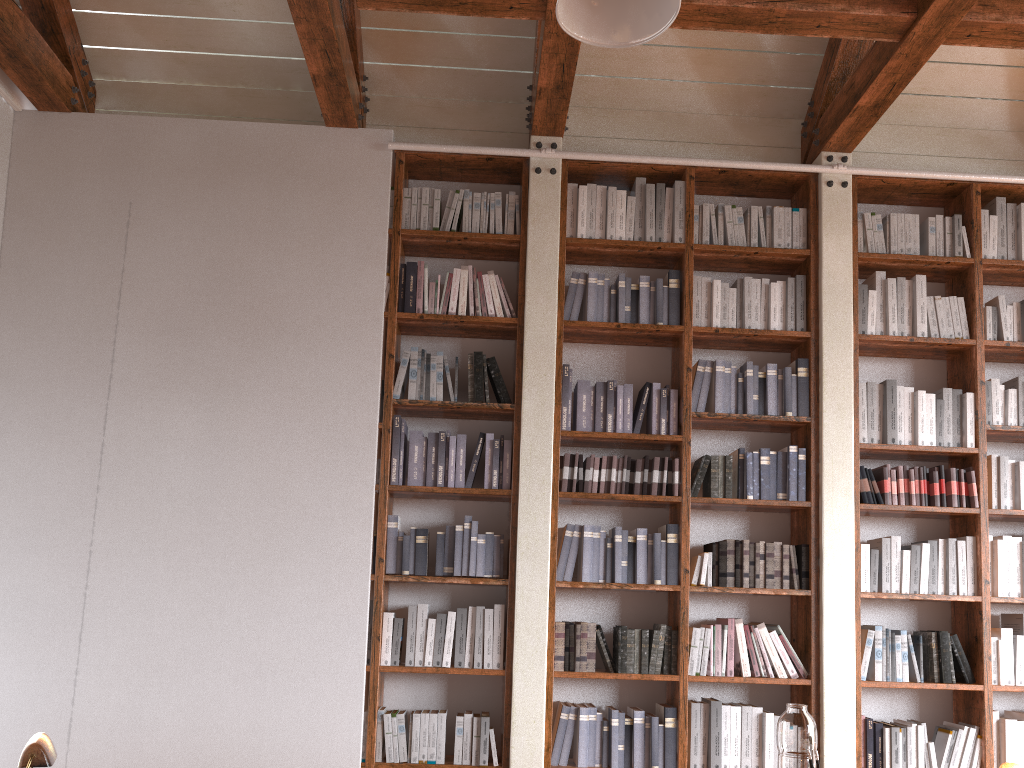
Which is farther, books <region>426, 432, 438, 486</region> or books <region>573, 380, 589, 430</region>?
books <region>573, 380, 589, 430</region>

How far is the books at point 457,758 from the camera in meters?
4.0

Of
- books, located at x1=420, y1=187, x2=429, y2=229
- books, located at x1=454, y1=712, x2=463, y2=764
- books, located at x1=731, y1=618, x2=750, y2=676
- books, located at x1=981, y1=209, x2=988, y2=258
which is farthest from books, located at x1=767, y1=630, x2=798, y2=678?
books, located at x1=420, y1=187, x2=429, y2=229

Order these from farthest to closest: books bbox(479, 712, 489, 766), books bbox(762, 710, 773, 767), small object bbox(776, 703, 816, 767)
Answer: books bbox(762, 710, 773, 767), books bbox(479, 712, 489, 766), small object bbox(776, 703, 816, 767)

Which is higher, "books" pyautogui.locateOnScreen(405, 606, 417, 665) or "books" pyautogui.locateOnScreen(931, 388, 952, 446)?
"books" pyautogui.locateOnScreen(931, 388, 952, 446)

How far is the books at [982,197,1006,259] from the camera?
4.7 meters

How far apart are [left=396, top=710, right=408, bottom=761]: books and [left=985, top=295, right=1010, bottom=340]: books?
3.6m

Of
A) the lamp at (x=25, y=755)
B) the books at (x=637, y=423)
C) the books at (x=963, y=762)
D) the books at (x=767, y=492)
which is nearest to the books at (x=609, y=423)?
the books at (x=637, y=423)

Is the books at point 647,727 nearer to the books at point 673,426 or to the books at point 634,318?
the books at point 673,426

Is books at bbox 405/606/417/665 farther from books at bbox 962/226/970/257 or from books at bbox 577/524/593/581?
books at bbox 962/226/970/257
